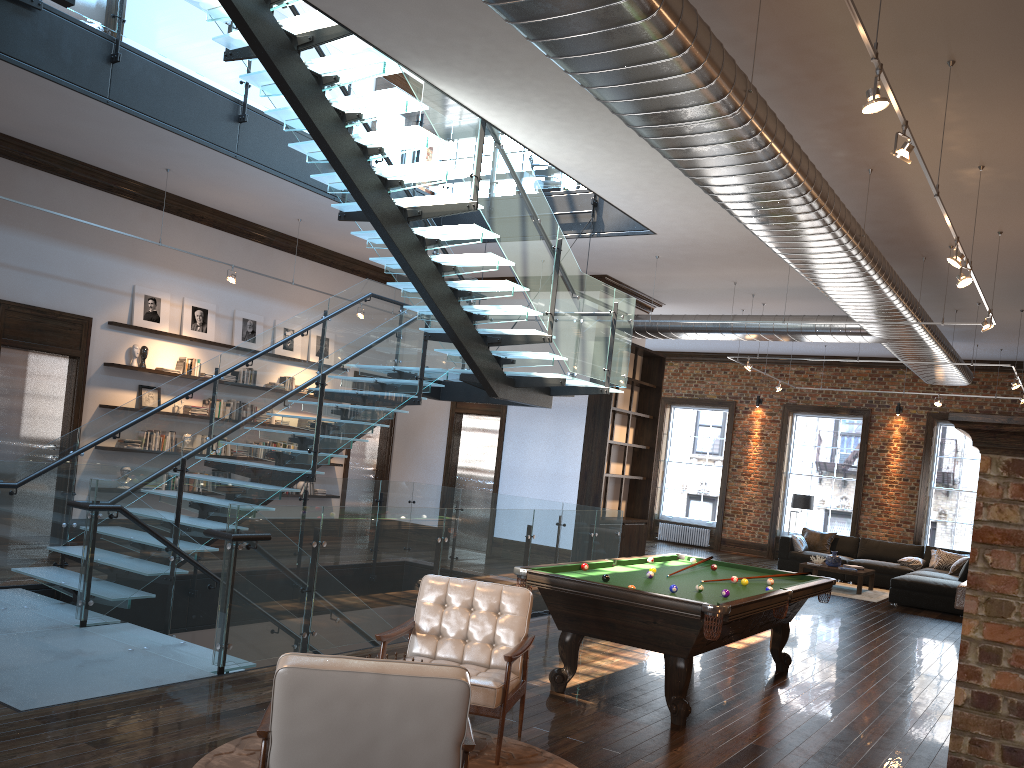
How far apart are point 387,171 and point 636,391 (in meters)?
7.86

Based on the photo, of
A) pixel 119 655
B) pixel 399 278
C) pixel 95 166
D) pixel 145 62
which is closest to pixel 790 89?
pixel 399 278

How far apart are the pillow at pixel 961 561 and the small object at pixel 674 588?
10.67m

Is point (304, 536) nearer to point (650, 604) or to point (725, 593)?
point (650, 604)

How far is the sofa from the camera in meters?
12.9 m

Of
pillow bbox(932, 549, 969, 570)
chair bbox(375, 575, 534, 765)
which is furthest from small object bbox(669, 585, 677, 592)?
pillow bbox(932, 549, 969, 570)

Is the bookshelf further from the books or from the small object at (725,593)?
the small object at (725,593)

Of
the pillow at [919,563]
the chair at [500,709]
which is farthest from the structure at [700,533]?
the chair at [500,709]

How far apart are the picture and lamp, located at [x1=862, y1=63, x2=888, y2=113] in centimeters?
951cm

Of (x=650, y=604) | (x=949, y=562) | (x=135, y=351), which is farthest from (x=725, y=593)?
(x=949, y=562)
